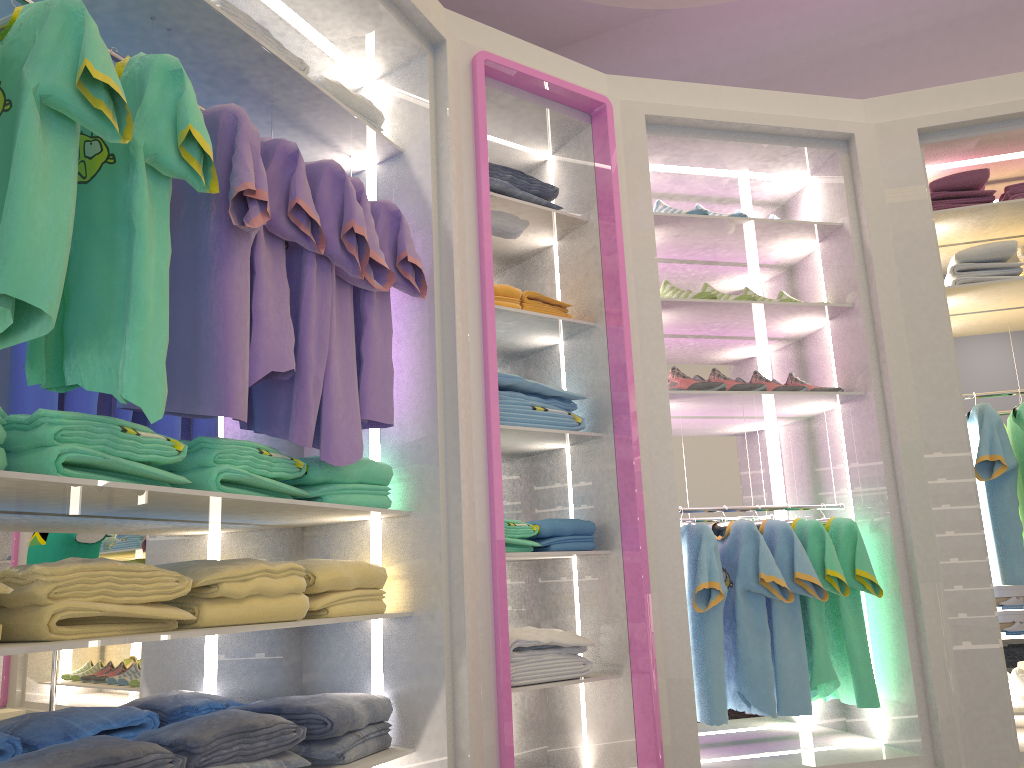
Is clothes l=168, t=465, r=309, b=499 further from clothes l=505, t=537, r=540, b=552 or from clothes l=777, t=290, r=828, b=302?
clothes l=777, t=290, r=828, b=302

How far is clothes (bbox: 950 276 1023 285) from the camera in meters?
3.4 m

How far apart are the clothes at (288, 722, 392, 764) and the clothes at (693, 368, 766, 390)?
1.7 meters

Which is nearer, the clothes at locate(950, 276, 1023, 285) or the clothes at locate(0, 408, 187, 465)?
the clothes at locate(0, 408, 187, 465)

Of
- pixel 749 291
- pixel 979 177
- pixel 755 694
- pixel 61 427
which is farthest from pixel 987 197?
pixel 61 427

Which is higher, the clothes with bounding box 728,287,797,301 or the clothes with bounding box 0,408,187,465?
the clothes with bounding box 728,287,797,301

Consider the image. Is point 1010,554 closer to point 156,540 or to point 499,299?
point 499,299

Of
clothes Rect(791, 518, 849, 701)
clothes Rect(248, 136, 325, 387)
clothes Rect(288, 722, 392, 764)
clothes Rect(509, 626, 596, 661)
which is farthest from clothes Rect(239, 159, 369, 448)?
clothes Rect(791, 518, 849, 701)

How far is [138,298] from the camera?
1.6m

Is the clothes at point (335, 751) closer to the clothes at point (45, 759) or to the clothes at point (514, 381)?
the clothes at point (45, 759)
